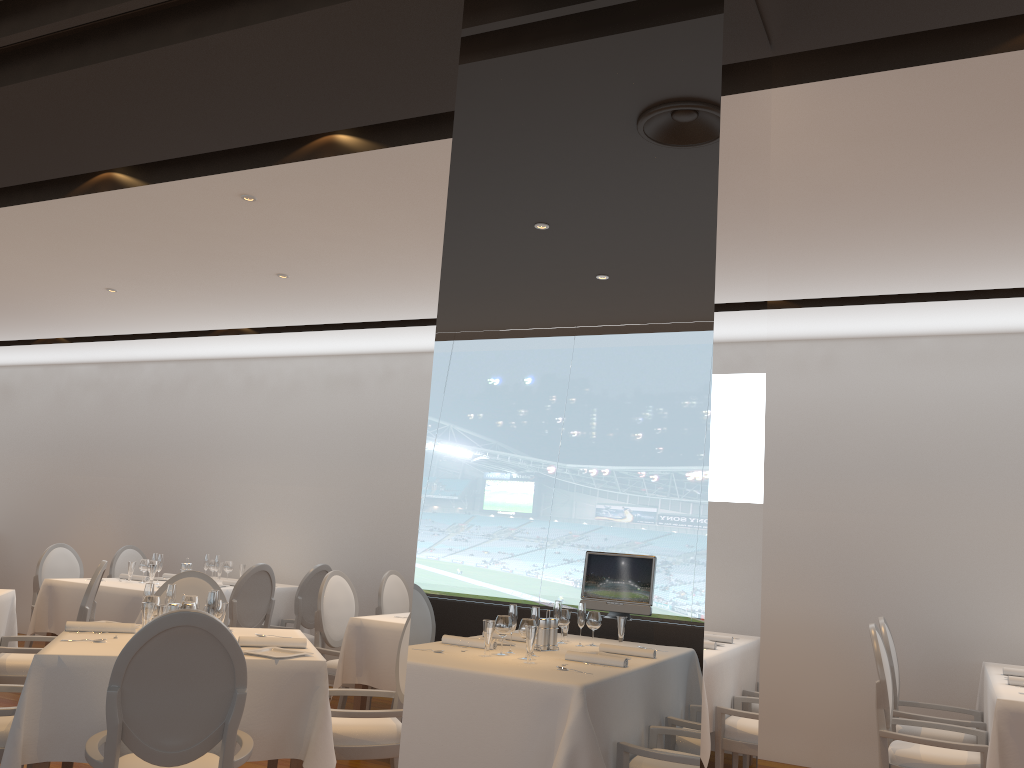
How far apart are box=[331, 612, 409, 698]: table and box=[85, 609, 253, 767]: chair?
2.0m

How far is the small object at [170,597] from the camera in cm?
418

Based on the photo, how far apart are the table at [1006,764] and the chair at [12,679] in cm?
489

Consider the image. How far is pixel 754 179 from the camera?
2.55m

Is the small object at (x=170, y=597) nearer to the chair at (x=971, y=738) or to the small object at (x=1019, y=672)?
the chair at (x=971, y=738)

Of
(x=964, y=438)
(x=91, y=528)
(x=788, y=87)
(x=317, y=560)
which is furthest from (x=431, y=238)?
(x=91, y=528)

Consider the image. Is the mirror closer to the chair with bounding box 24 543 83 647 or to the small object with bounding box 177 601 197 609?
the small object with bounding box 177 601 197 609

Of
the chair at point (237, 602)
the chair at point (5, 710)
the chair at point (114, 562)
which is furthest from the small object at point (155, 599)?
the chair at point (114, 562)

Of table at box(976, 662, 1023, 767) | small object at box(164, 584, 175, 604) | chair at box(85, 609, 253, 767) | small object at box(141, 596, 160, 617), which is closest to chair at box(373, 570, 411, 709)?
small object at box(164, 584, 175, 604)

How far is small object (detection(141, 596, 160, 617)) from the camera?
4.1m
